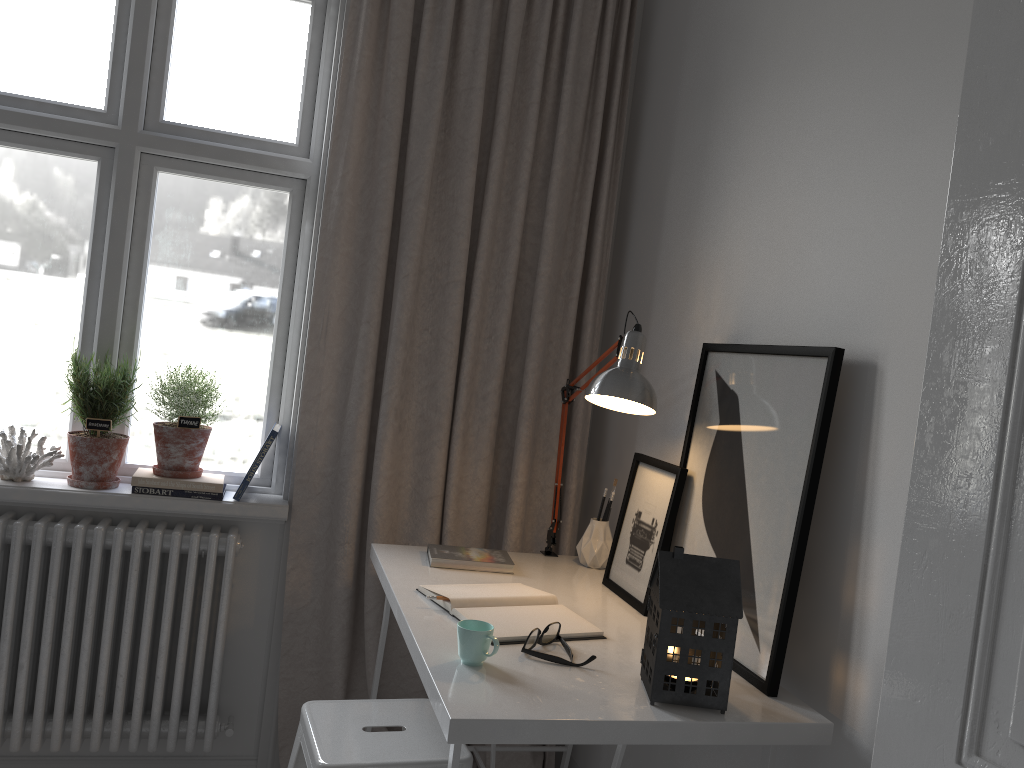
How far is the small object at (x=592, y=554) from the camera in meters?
2.3 m

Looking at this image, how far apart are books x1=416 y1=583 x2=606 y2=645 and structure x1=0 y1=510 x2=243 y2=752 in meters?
0.7 m

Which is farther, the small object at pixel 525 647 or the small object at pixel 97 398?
the small object at pixel 97 398

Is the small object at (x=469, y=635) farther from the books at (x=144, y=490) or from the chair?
the books at (x=144, y=490)

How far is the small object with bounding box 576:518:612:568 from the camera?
2.3m

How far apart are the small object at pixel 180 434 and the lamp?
1.0 meters

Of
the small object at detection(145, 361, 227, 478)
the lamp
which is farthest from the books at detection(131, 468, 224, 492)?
the lamp

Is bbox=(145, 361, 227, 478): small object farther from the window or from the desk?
the desk

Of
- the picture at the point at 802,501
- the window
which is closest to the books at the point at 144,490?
the window

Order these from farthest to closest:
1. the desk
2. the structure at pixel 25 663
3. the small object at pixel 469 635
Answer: the structure at pixel 25 663 → the small object at pixel 469 635 → the desk
